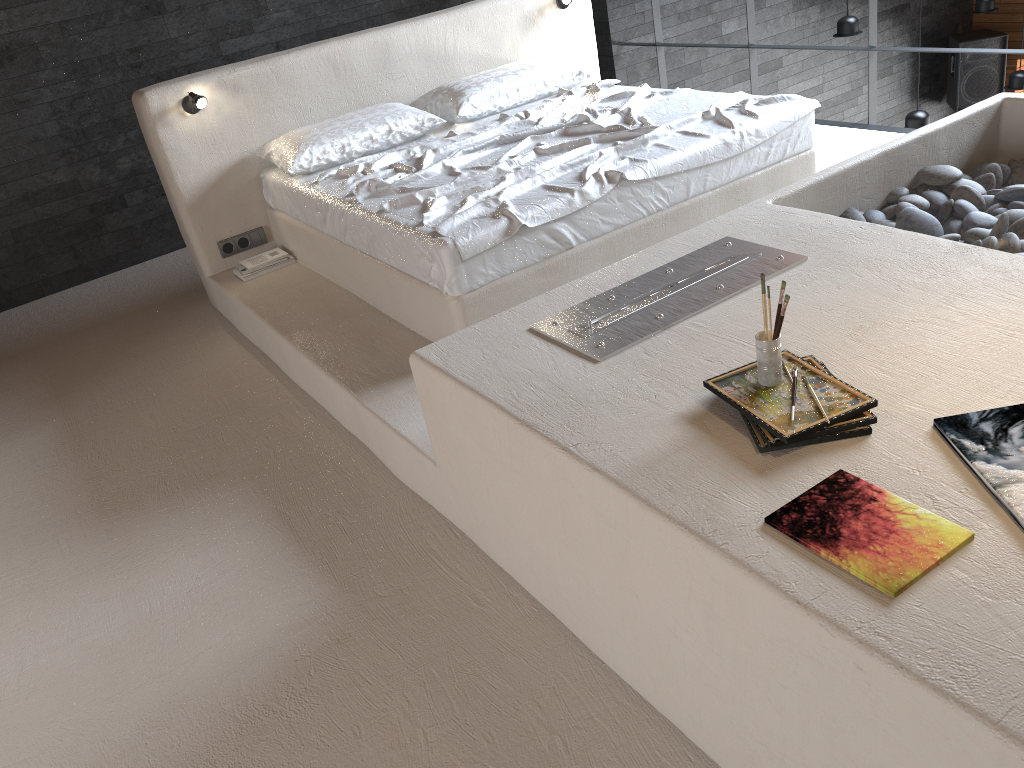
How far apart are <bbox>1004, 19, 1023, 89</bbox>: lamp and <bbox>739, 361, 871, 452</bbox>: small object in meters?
6.9

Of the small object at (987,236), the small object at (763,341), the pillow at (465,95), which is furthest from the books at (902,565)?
the pillow at (465,95)

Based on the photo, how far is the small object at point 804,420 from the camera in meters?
1.7

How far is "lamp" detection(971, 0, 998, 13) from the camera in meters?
7.5 m

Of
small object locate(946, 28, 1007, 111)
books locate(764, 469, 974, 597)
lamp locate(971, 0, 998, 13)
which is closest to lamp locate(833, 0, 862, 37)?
lamp locate(971, 0, 998, 13)

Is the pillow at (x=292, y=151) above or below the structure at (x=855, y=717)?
above

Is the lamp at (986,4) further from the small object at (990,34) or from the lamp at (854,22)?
the lamp at (854,22)

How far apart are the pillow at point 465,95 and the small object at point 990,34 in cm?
583

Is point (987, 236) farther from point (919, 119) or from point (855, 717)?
point (919, 119)

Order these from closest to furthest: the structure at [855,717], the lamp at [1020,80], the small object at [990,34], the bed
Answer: the structure at [855,717] → the bed → the lamp at [1020,80] → the small object at [990,34]
